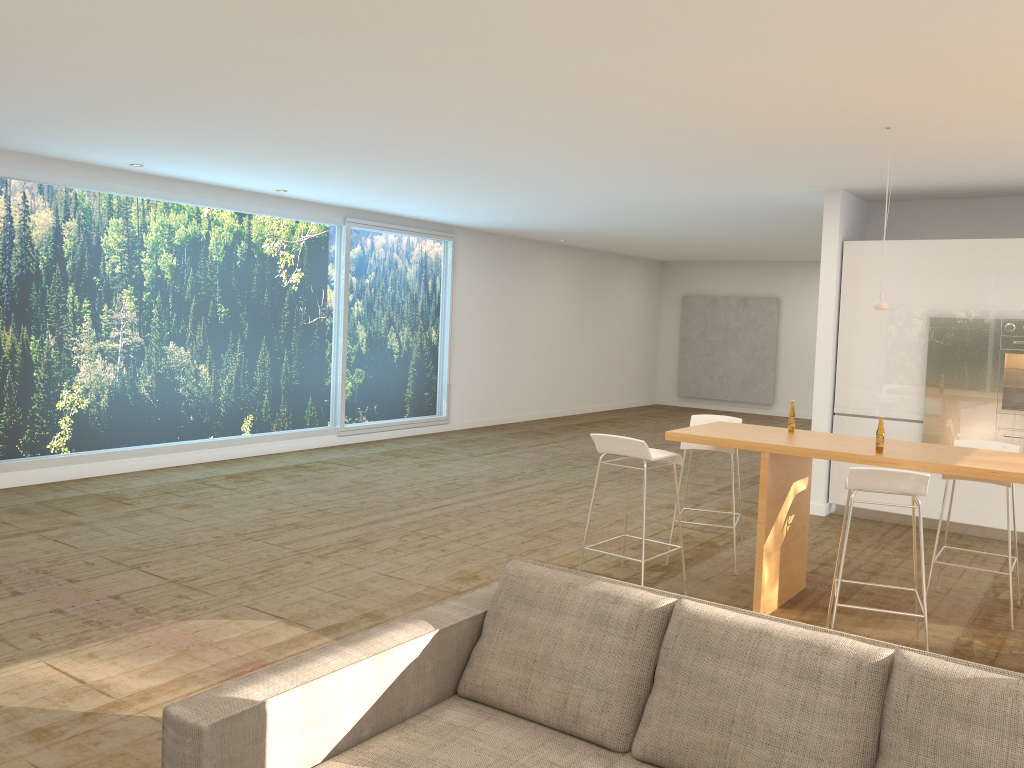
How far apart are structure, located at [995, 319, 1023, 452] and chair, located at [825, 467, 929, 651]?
3.4m

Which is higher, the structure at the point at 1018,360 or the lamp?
the lamp

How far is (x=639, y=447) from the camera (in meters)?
5.22

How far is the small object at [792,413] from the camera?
5.7 meters

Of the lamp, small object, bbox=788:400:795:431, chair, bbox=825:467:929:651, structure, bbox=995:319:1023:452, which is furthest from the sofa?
structure, bbox=995:319:1023:452

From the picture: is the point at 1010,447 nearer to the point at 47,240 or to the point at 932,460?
the point at 932,460

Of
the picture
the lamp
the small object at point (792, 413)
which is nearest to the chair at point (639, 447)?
the small object at point (792, 413)

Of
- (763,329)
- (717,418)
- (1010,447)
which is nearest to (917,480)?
(1010,447)

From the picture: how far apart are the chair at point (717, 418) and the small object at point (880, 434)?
1.5m

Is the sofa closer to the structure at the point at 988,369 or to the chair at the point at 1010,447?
the chair at the point at 1010,447
